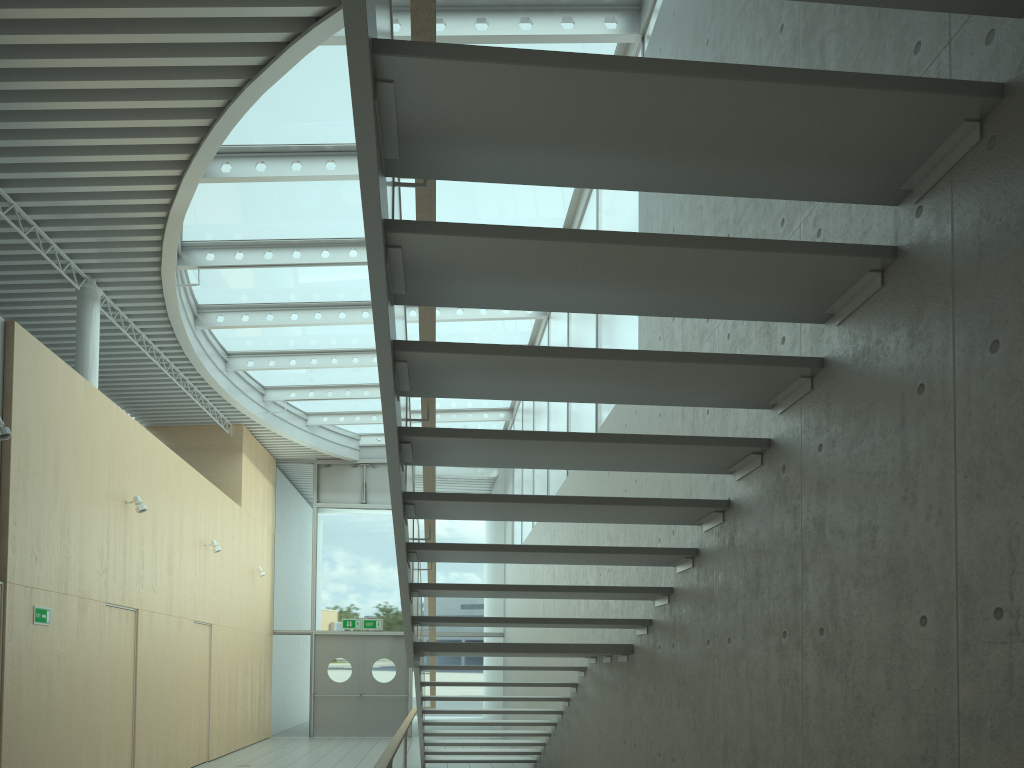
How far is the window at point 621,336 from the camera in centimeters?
695cm

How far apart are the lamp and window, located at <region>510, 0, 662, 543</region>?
4.61m

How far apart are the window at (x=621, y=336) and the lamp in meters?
4.6

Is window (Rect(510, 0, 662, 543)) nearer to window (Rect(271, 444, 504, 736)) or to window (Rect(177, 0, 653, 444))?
window (Rect(177, 0, 653, 444))

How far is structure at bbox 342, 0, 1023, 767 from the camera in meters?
2.3 m

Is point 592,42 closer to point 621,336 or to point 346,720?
point 621,336

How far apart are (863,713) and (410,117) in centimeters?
216cm

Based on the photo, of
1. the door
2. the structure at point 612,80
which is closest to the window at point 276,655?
the door

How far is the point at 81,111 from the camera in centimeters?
663cm

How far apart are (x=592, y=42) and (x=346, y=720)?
13.58m
